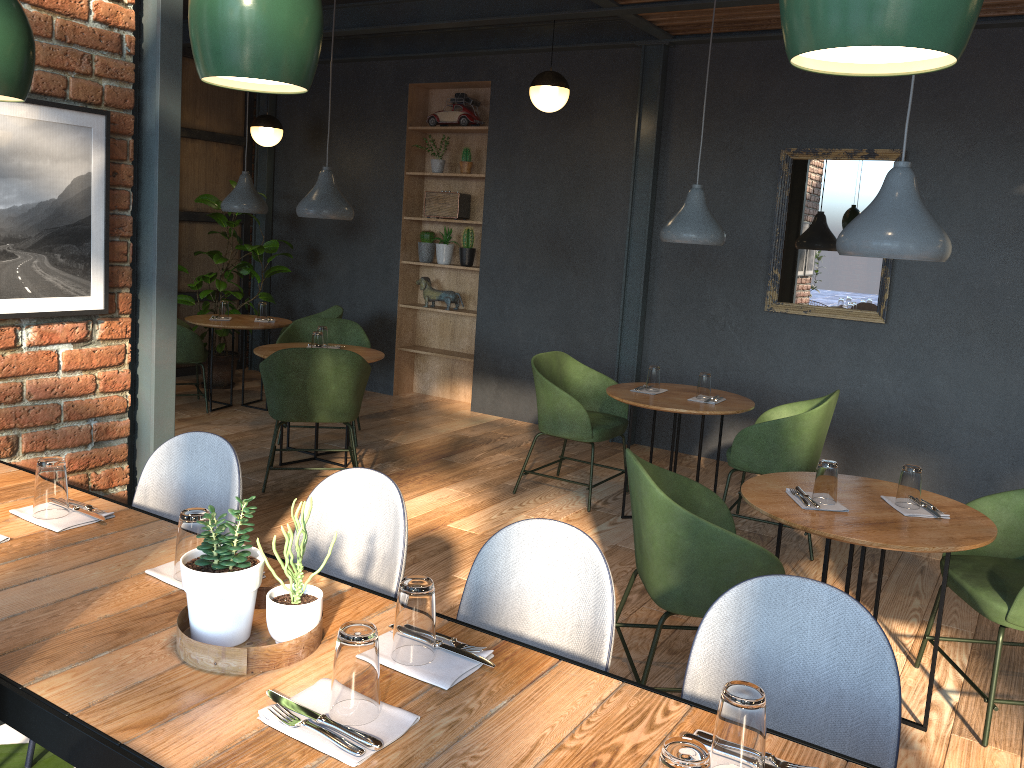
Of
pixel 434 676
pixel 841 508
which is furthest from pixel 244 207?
pixel 434 676

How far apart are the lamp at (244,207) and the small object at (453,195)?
1.40m

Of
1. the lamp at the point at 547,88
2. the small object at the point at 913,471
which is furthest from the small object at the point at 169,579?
the lamp at the point at 547,88

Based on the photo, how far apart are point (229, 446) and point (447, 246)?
5.10m

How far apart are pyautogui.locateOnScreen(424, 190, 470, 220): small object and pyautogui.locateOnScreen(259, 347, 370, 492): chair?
2.65m

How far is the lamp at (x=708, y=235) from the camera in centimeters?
458cm

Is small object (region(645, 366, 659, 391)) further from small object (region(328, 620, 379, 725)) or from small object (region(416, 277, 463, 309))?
small object (region(328, 620, 379, 725))

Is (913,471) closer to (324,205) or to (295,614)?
(295,614)

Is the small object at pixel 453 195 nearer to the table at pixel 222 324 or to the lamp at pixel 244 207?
the lamp at pixel 244 207

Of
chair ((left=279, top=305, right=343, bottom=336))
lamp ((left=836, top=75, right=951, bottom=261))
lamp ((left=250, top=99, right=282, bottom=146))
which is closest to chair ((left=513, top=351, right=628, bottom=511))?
lamp ((left=836, top=75, right=951, bottom=261))
